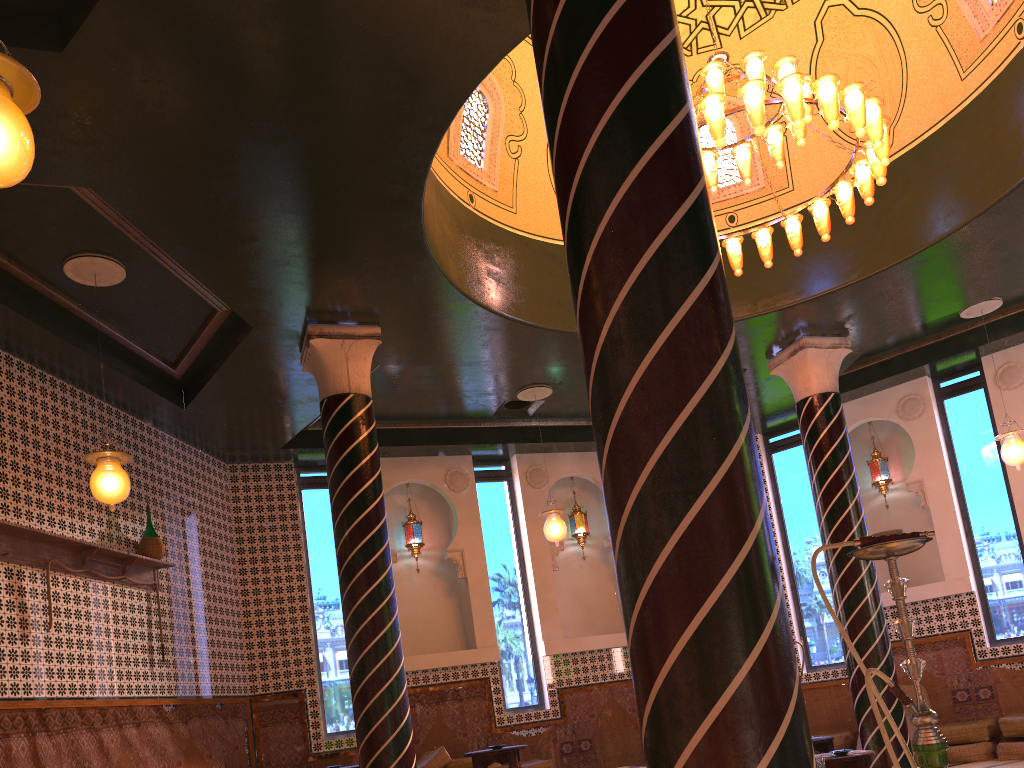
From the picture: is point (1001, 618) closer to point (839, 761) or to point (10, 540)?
point (839, 761)

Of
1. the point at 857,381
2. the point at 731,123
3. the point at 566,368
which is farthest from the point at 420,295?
the point at 857,381

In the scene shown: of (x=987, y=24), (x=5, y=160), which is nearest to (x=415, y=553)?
(x=987, y=24)

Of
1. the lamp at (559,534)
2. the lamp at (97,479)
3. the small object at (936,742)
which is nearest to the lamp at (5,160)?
the small object at (936,742)

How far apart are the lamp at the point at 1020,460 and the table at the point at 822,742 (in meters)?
4.29

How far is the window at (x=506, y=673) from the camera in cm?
1340

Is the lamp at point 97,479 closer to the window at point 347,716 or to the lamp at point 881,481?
the window at point 347,716

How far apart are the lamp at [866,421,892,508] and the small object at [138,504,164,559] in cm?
1081

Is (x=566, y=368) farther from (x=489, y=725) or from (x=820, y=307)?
(x=489, y=725)

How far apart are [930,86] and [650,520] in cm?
892
